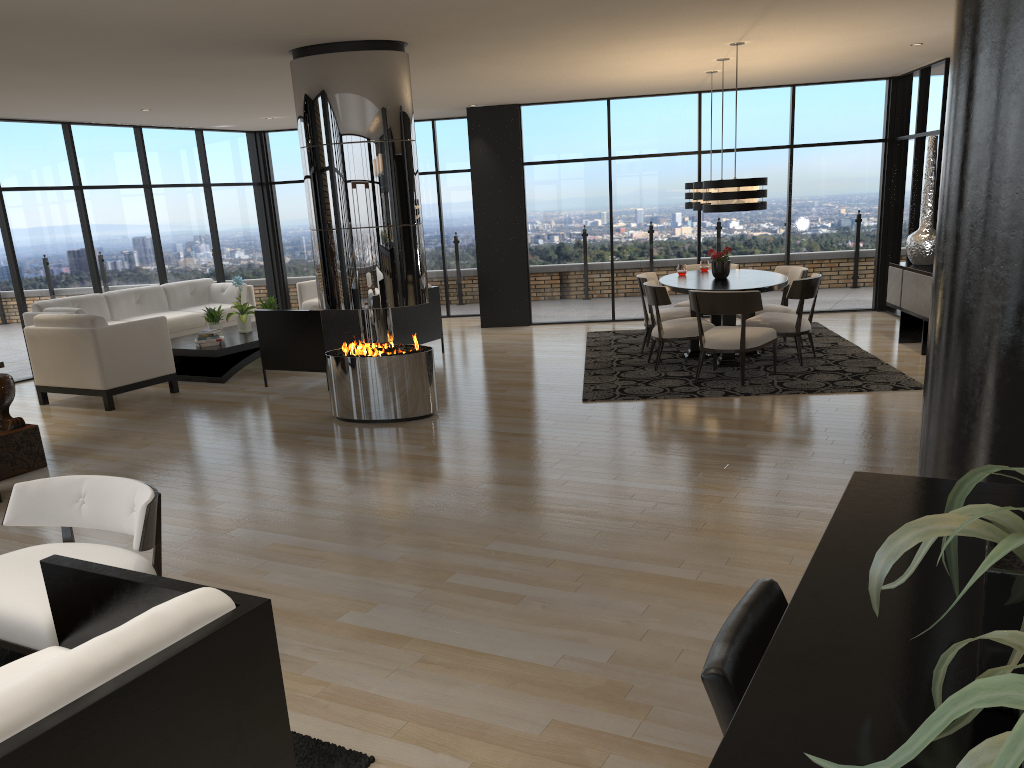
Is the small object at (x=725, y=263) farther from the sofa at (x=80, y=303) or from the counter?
the counter

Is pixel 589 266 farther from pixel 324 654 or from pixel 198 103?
pixel 324 654

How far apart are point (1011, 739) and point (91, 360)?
8.4m

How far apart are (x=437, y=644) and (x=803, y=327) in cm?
582

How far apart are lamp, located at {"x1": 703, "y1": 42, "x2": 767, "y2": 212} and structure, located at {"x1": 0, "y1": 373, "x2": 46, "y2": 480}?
5.6 meters

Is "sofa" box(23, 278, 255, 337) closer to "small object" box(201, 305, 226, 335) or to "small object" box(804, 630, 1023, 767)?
"small object" box(201, 305, 226, 335)

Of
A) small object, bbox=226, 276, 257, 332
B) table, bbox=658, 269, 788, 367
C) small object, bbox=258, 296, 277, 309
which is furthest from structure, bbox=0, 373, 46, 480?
table, bbox=658, 269, 788, 367

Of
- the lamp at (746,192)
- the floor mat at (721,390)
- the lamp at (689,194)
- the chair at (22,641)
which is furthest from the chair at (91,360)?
the lamp at (689,194)

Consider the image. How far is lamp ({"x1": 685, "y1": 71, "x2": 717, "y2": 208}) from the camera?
9.4m

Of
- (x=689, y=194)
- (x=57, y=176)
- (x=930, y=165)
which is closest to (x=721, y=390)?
(x=689, y=194)
